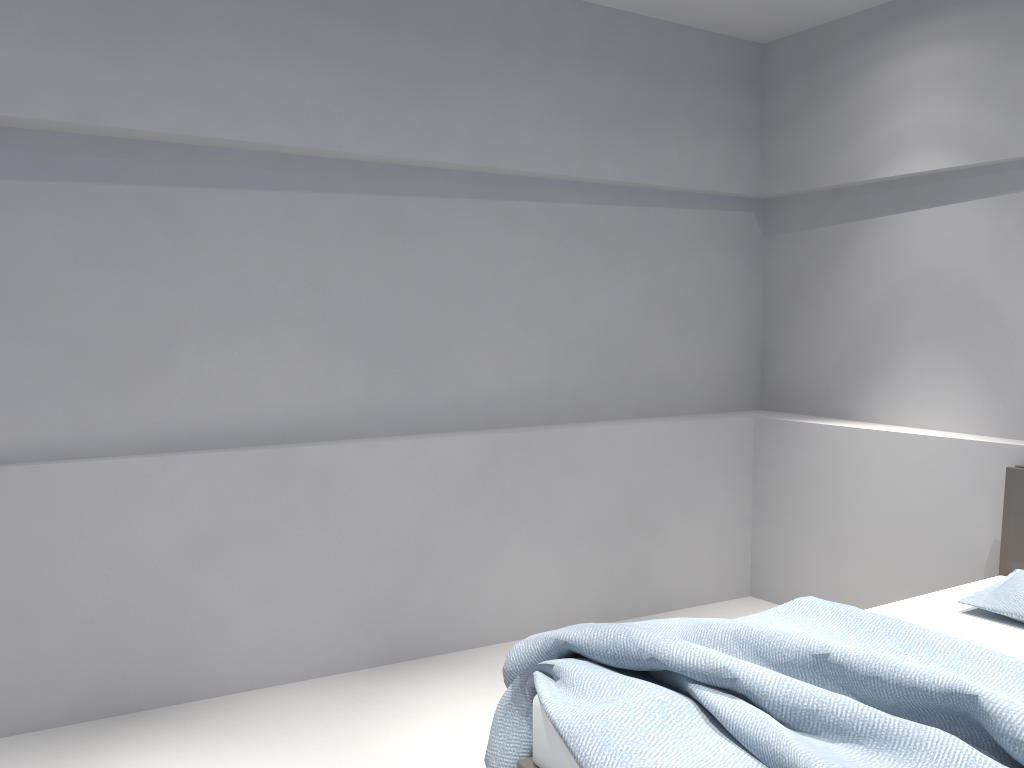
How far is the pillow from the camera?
2.8m

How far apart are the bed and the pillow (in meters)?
0.03

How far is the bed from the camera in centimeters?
185cm

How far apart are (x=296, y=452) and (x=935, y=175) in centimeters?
289cm

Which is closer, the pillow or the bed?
the bed

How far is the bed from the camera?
1.9 meters

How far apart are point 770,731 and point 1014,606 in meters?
1.4

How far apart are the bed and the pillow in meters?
0.0

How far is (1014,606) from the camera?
2.8m
